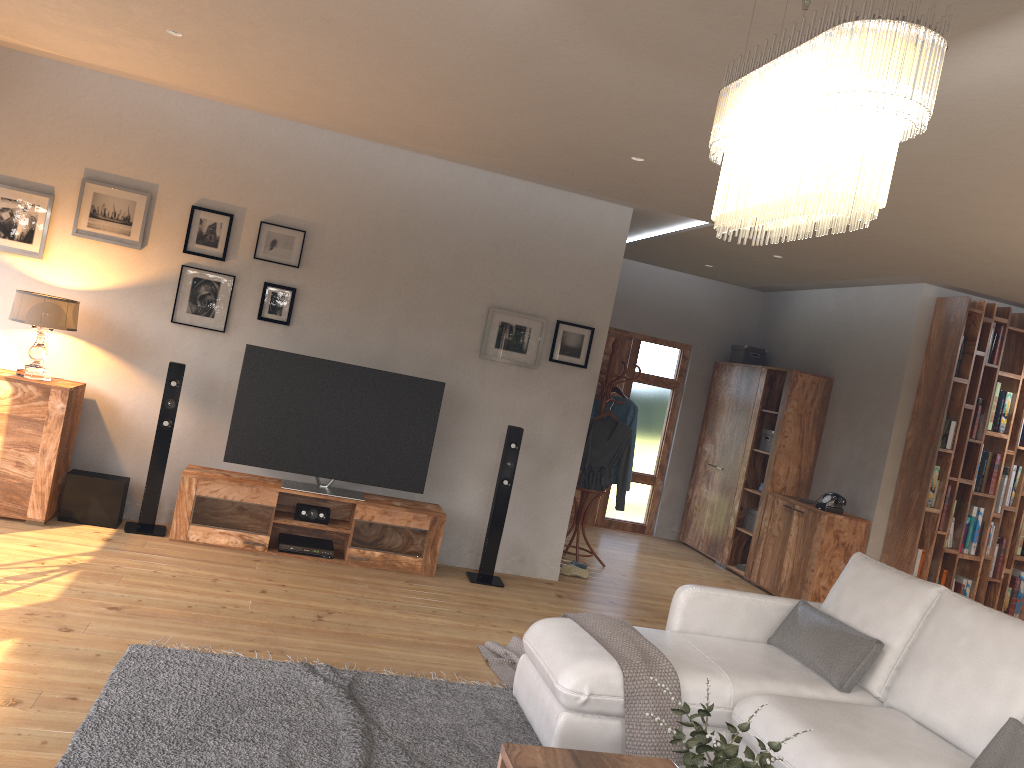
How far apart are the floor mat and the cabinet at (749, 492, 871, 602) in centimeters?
385cm

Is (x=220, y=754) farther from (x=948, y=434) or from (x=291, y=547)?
(x=948, y=434)

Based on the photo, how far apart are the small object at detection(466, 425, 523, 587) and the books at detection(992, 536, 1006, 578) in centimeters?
404cm

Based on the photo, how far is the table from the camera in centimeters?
278cm

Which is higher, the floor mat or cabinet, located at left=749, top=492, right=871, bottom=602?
cabinet, located at left=749, top=492, right=871, bottom=602

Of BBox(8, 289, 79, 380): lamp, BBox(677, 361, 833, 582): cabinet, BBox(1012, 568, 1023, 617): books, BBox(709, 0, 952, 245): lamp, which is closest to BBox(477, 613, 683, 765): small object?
BBox(709, 0, 952, 245): lamp

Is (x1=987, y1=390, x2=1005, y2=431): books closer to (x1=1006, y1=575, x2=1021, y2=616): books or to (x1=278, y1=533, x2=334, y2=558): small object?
(x1=1006, y1=575, x2=1021, y2=616): books

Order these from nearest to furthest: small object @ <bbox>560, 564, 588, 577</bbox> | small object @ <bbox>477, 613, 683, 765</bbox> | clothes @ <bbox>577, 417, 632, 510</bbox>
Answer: small object @ <bbox>477, 613, 683, 765</bbox> → small object @ <bbox>560, 564, 588, 577</bbox> → clothes @ <bbox>577, 417, 632, 510</bbox>

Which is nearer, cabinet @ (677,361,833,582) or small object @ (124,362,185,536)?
small object @ (124,362,185,536)

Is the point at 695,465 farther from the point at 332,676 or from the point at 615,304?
the point at 332,676
